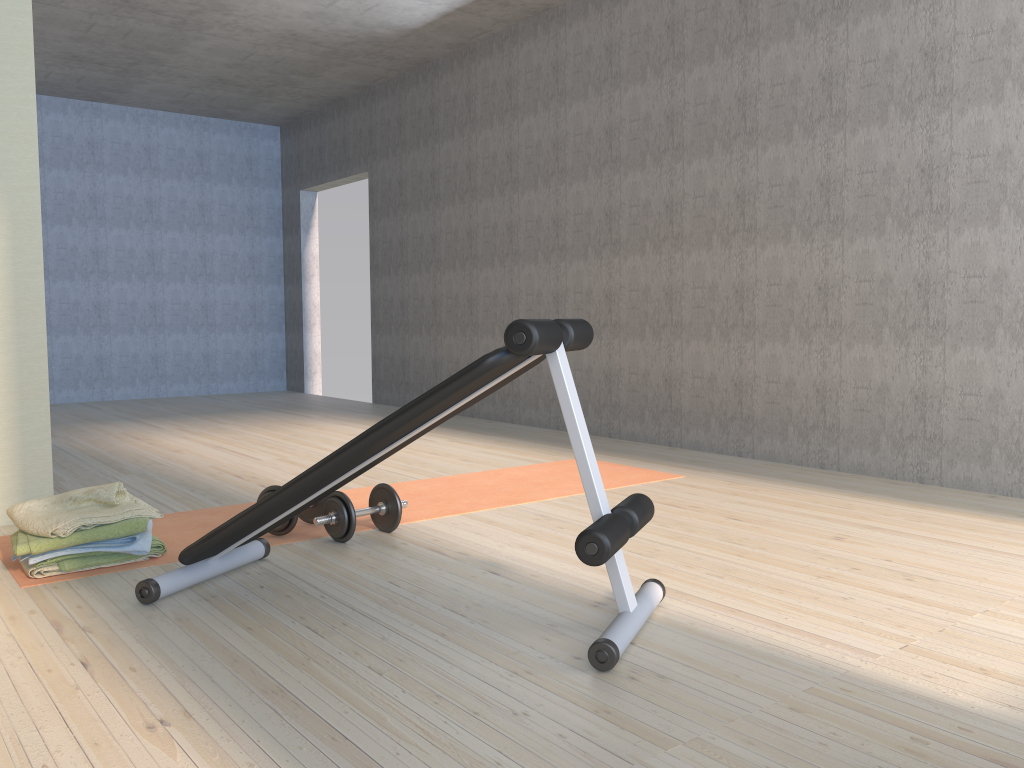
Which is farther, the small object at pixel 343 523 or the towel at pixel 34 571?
the small object at pixel 343 523

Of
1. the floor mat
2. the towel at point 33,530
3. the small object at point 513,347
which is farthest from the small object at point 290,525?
the towel at point 33,530

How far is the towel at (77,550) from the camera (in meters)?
2.62

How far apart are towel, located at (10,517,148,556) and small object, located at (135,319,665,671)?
0.3 meters

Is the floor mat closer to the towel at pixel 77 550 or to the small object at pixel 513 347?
the towel at pixel 77 550

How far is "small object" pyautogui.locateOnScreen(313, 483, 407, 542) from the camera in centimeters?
294cm

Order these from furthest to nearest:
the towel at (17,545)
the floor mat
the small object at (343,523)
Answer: the floor mat < the small object at (343,523) < the towel at (17,545)

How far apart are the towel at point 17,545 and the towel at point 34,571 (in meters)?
0.07

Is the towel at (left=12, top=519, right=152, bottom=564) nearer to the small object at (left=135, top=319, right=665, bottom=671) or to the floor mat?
the floor mat

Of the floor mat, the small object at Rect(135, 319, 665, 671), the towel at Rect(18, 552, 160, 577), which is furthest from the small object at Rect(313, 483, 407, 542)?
the towel at Rect(18, 552, 160, 577)
